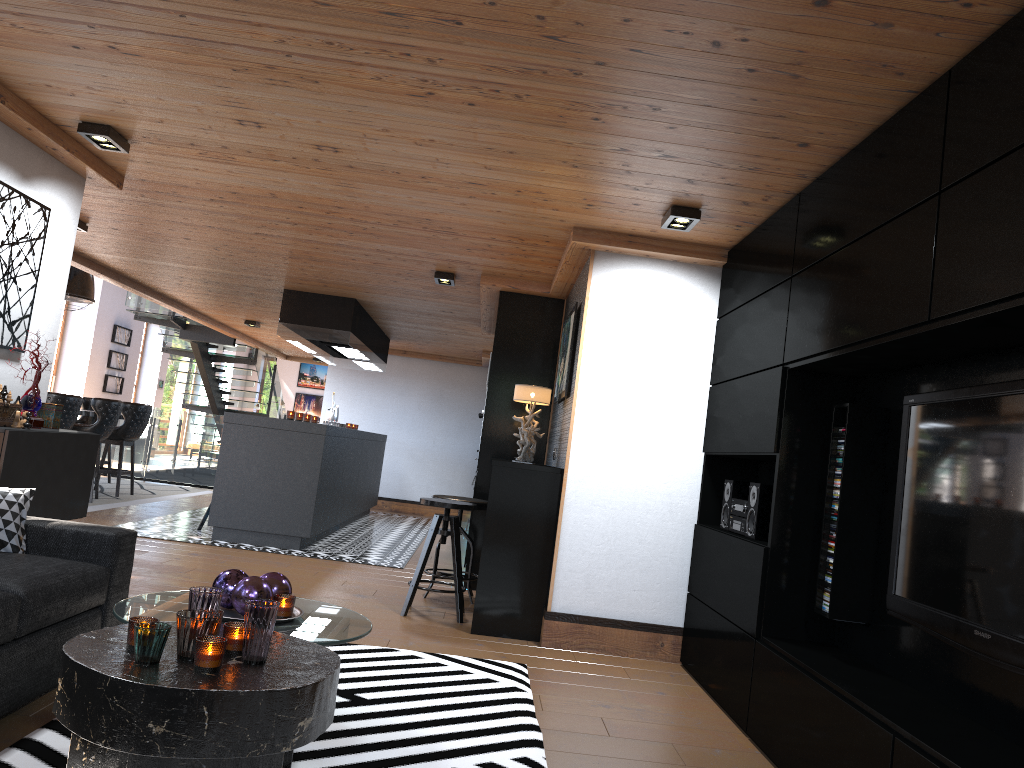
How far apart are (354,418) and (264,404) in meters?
4.0 m

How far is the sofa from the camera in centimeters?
285cm

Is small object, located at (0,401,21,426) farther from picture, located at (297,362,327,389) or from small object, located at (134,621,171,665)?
picture, located at (297,362,327,389)

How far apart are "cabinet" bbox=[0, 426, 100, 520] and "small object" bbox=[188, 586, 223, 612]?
2.0 meters

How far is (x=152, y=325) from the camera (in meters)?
19.88

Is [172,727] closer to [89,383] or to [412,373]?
[412,373]

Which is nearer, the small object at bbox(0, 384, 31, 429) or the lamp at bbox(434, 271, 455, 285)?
the small object at bbox(0, 384, 31, 429)

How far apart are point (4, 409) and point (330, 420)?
7.1m

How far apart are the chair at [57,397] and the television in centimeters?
771cm

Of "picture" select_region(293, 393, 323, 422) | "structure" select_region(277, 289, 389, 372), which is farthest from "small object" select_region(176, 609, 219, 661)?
"picture" select_region(293, 393, 323, 422)
